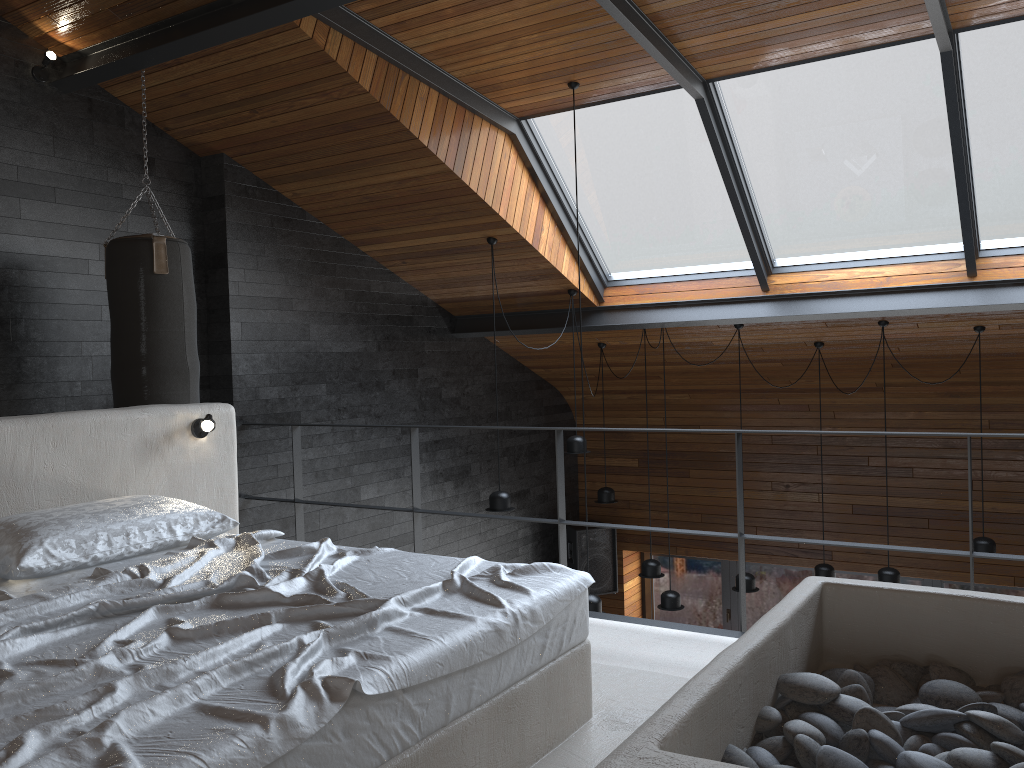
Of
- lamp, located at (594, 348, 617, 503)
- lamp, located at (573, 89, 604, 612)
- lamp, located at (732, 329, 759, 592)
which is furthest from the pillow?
lamp, located at (594, 348, 617, 503)

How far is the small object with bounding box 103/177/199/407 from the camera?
4.4 meters

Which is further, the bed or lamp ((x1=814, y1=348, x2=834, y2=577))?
lamp ((x1=814, y1=348, x2=834, y2=577))

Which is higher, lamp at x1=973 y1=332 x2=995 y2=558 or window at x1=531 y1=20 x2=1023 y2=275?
window at x1=531 y1=20 x2=1023 y2=275

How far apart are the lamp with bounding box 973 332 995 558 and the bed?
4.74m

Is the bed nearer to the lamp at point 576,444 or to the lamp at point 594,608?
the lamp at point 594,608

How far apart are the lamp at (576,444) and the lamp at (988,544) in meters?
2.8 m

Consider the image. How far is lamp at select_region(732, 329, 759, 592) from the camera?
6.82m

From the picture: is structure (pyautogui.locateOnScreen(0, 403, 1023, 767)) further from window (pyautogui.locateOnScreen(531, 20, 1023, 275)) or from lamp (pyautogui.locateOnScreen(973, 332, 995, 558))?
lamp (pyautogui.locateOnScreen(973, 332, 995, 558))

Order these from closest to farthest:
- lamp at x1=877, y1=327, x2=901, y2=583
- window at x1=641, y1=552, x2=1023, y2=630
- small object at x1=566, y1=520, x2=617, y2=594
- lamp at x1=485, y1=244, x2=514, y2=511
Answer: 1. lamp at x1=485, y1=244, x2=514, y2=511
2. lamp at x1=877, y1=327, x2=901, y2=583
3. small object at x1=566, y1=520, x2=617, y2=594
4. window at x1=641, y1=552, x2=1023, y2=630
